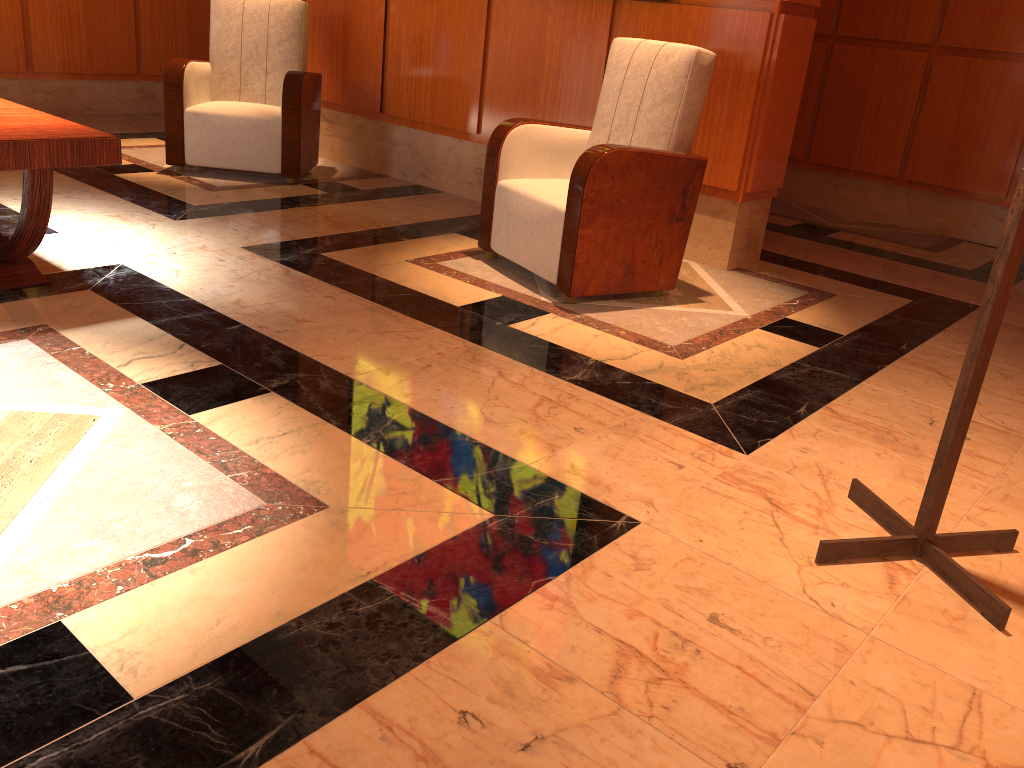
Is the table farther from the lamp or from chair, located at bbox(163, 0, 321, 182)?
the lamp

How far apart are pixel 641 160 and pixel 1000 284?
1.72m

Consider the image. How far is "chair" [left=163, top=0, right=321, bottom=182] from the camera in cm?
474

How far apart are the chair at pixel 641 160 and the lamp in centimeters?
143cm

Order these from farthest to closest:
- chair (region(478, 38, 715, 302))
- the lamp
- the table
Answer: chair (region(478, 38, 715, 302))
the table
the lamp

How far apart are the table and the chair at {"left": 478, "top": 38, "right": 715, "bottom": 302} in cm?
148

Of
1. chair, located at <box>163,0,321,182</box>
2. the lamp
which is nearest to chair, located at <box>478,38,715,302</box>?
the lamp

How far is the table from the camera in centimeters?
250cm

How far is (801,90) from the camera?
3.99m

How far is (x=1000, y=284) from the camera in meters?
1.7
